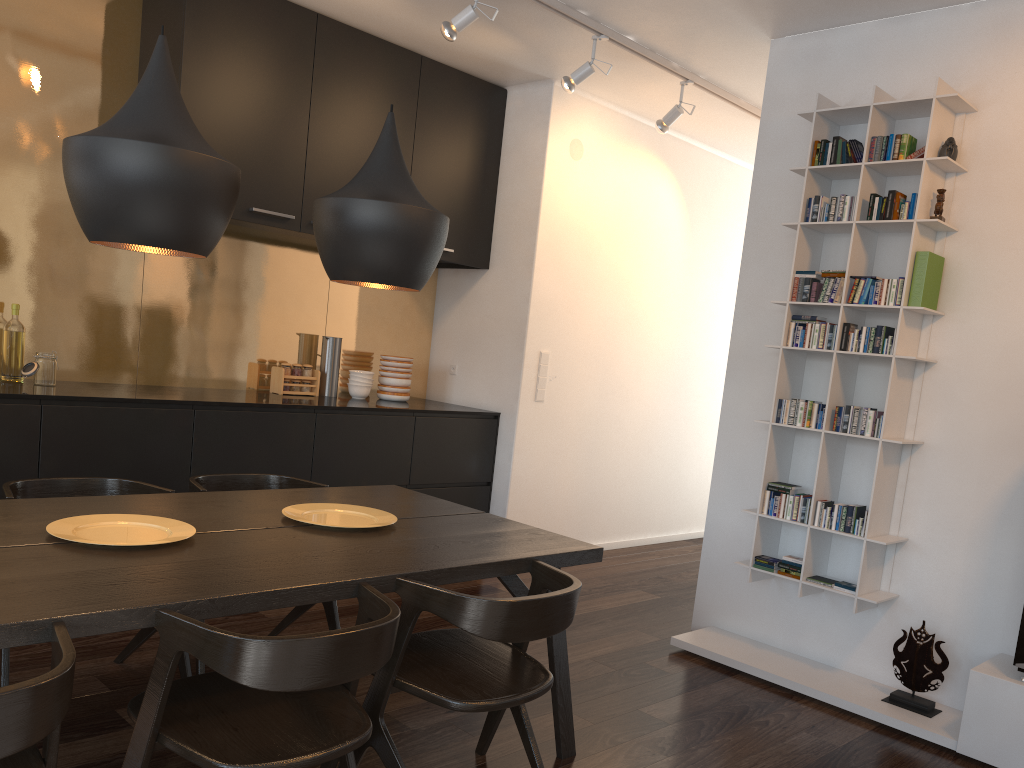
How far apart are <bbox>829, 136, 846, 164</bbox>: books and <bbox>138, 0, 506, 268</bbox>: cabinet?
2.2m

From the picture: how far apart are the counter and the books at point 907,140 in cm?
274

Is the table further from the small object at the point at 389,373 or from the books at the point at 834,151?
the books at the point at 834,151

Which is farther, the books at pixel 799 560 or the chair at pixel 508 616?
the books at pixel 799 560

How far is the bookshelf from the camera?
3.5m

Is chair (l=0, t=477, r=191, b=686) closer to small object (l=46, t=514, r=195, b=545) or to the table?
the table

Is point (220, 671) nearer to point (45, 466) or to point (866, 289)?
point (45, 466)

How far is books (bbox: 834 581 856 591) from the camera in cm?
351

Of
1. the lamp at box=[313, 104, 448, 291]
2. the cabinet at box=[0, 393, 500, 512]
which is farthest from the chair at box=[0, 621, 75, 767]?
the cabinet at box=[0, 393, 500, 512]

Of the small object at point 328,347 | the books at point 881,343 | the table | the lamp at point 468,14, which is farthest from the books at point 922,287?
the small object at point 328,347
